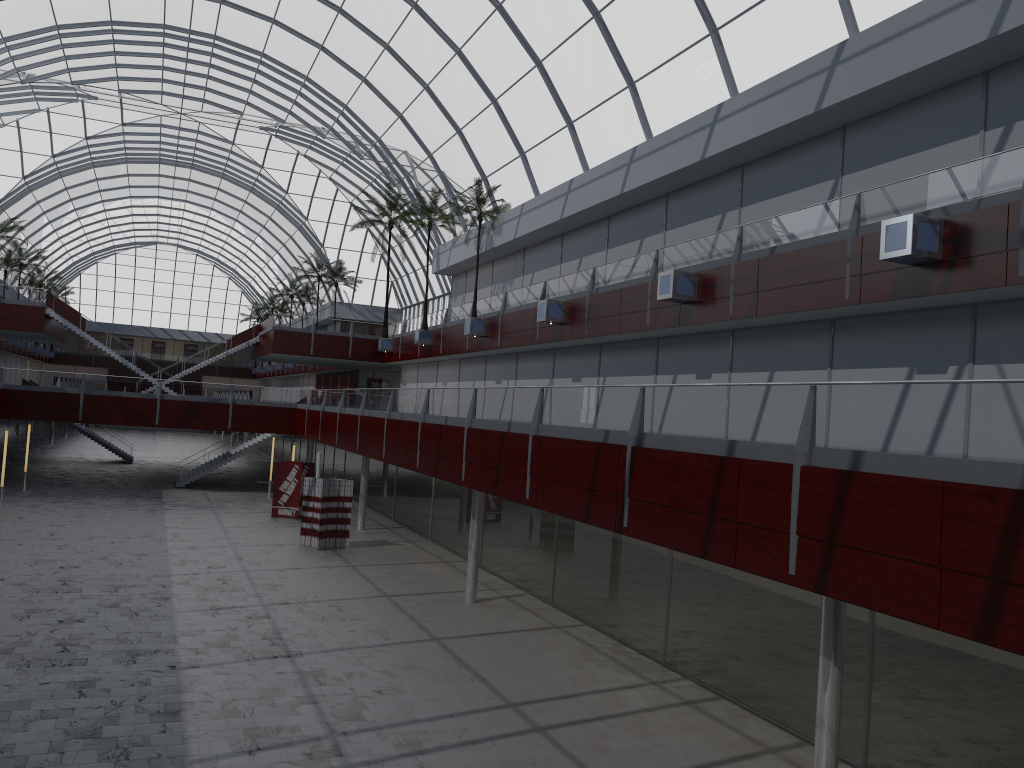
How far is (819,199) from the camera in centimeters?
2803cm

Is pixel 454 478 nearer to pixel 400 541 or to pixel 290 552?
pixel 290 552
